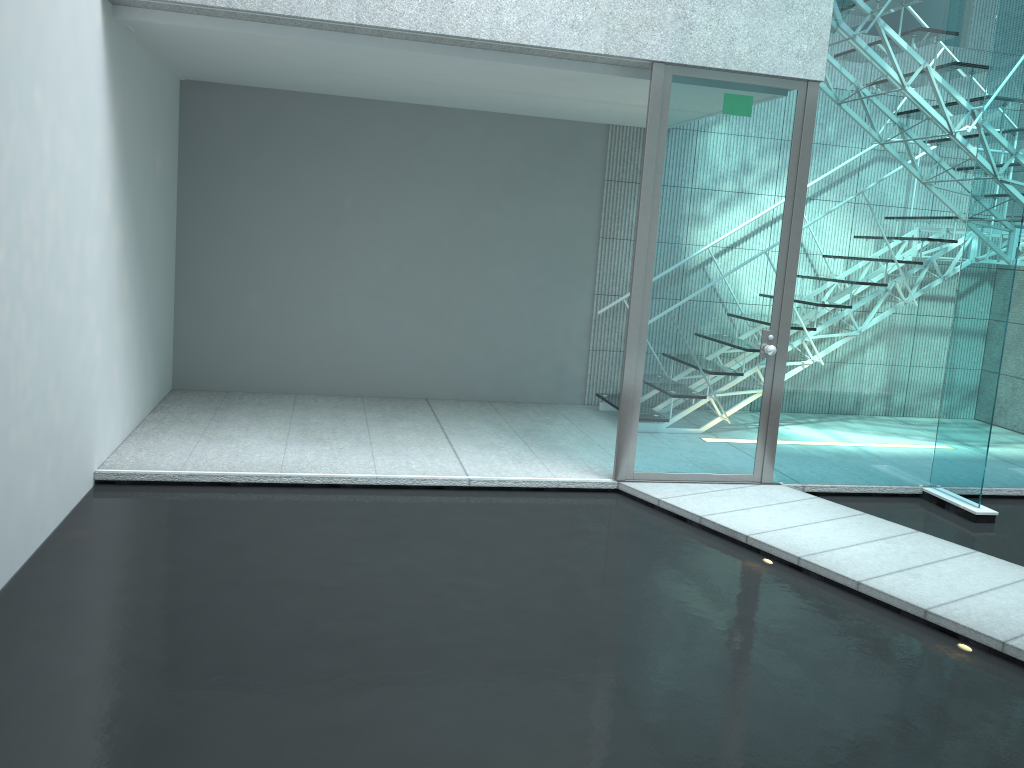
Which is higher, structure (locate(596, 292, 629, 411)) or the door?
the door

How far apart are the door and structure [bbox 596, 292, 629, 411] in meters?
1.4

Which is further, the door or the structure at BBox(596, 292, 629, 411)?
the structure at BBox(596, 292, 629, 411)

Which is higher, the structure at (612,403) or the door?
the door

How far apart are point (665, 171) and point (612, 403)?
2.09m

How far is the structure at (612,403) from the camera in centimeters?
600cm

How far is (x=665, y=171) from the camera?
4.25m

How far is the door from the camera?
4.3m

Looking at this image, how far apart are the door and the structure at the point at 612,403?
1.4m

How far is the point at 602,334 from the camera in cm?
640
